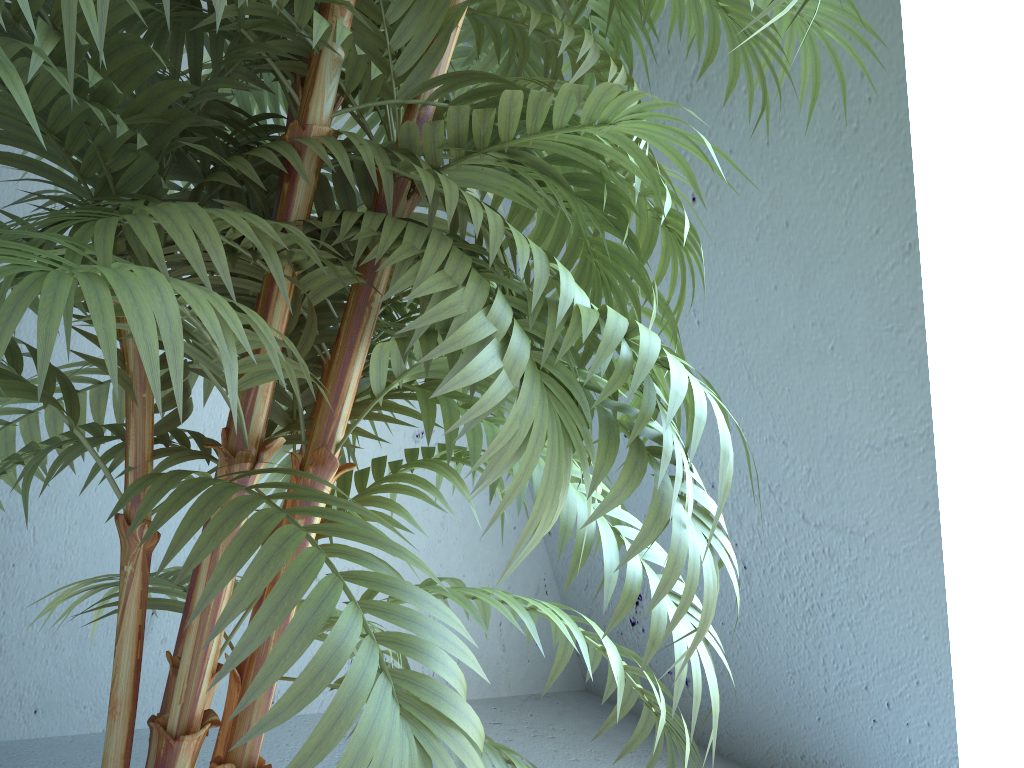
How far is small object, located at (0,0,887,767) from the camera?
0.5 meters

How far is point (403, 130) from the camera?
0.7m

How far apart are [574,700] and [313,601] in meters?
2.3 m

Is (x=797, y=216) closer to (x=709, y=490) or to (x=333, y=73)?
(x=709, y=490)

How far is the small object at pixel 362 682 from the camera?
0.48m
